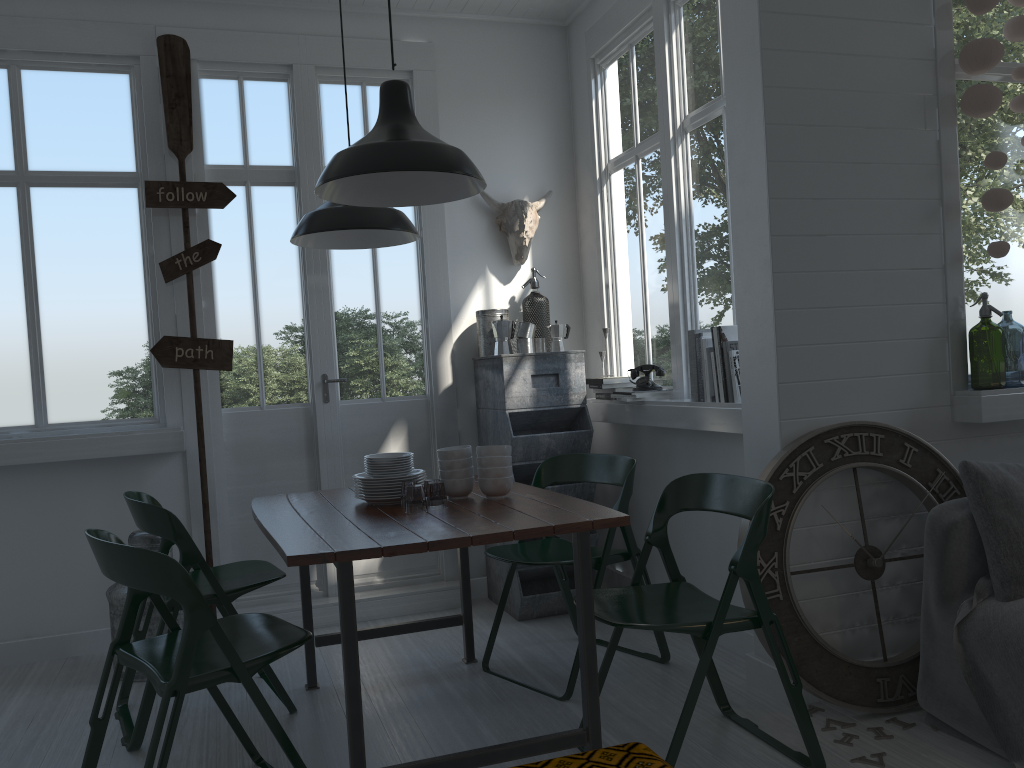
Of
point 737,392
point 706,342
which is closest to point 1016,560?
point 737,392

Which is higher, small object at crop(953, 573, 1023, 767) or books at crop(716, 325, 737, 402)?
books at crop(716, 325, 737, 402)

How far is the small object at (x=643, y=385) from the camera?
4.85m

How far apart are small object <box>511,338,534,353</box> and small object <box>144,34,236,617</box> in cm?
166

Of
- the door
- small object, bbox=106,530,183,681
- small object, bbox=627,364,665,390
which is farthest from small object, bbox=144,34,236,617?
small object, bbox=627,364,665,390

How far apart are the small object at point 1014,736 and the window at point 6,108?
3.9m

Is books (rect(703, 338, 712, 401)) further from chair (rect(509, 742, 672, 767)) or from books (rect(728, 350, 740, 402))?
chair (rect(509, 742, 672, 767))

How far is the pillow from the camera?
3.1m

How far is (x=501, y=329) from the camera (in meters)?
5.27

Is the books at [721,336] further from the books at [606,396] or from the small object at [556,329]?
the small object at [556,329]
